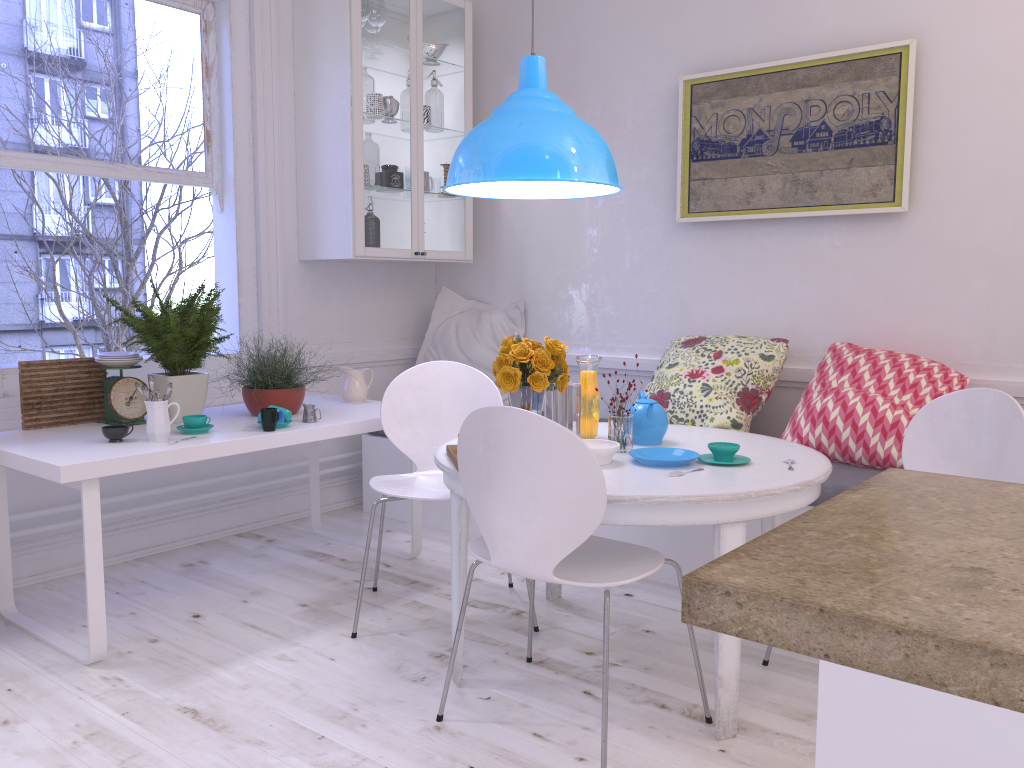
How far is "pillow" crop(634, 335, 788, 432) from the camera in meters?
3.5 m

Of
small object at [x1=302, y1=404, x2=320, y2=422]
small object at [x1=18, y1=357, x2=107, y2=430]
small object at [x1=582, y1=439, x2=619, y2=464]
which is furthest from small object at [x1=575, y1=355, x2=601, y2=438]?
small object at [x1=18, y1=357, x2=107, y2=430]

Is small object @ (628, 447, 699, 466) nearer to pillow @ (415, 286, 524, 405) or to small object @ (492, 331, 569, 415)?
small object @ (492, 331, 569, 415)

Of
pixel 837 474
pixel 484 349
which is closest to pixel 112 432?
pixel 484 349

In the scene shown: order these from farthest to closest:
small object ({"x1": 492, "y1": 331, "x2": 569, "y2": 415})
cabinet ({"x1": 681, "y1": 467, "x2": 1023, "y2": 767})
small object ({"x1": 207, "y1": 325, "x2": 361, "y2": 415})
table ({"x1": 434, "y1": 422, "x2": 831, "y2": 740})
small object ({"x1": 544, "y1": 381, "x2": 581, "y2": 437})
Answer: small object ({"x1": 207, "y1": 325, "x2": 361, "y2": 415}) < small object ({"x1": 544, "y1": 381, "x2": 581, "y2": 437}) < small object ({"x1": 492, "y1": 331, "x2": 569, "y2": 415}) < table ({"x1": 434, "y1": 422, "x2": 831, "y2": 740}) < cabinet ({"x1": 681, "y1": 467, "x2": 1023, "y2": 767})

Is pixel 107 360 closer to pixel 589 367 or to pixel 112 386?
pixel 112 386

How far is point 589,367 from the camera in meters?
2.8

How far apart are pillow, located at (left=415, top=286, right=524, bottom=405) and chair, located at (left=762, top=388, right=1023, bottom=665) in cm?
232

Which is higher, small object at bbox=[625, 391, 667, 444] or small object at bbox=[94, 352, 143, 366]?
small object at bbox=[94, 352, 143, 366]

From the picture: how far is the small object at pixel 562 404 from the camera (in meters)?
2.68
